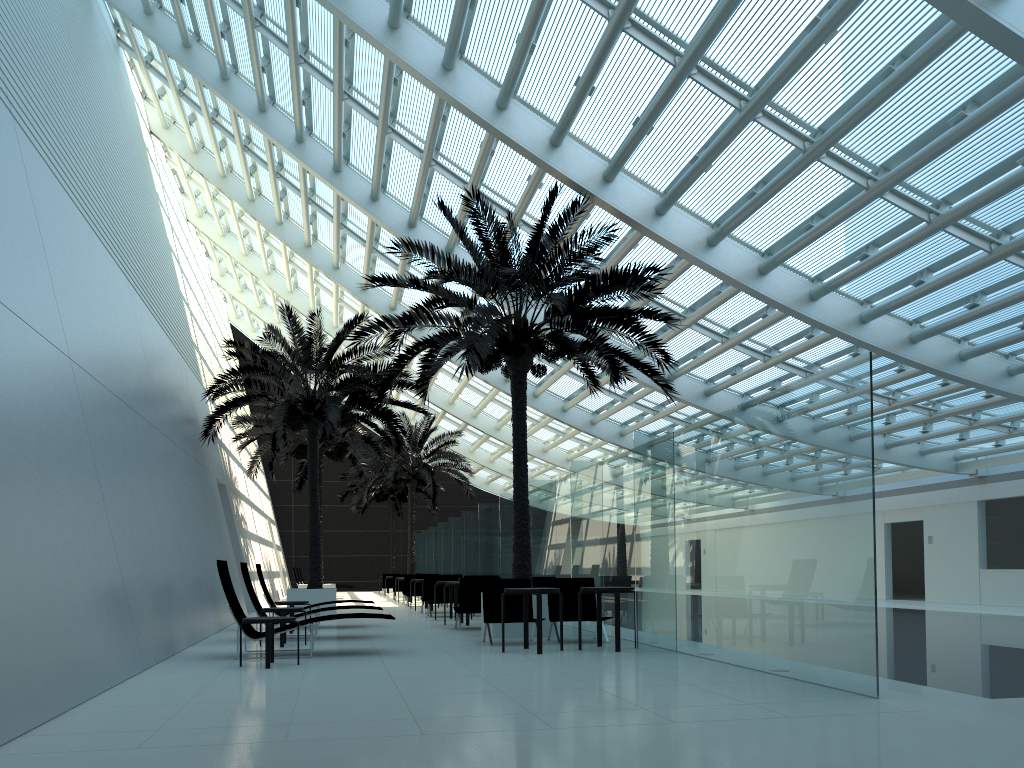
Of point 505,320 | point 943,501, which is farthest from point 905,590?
point 505,320

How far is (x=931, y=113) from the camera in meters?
31.6

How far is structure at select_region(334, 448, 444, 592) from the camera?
39.3 meters

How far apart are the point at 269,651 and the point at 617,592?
4.00m

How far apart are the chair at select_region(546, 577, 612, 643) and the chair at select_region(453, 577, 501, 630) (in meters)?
2.38

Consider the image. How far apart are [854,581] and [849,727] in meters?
1.7

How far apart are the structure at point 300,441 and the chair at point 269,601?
7.5 meters

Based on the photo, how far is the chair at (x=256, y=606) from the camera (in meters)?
12.41

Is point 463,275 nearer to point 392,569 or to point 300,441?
point 300,441

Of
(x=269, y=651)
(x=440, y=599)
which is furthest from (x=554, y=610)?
(x=440, y=599)
